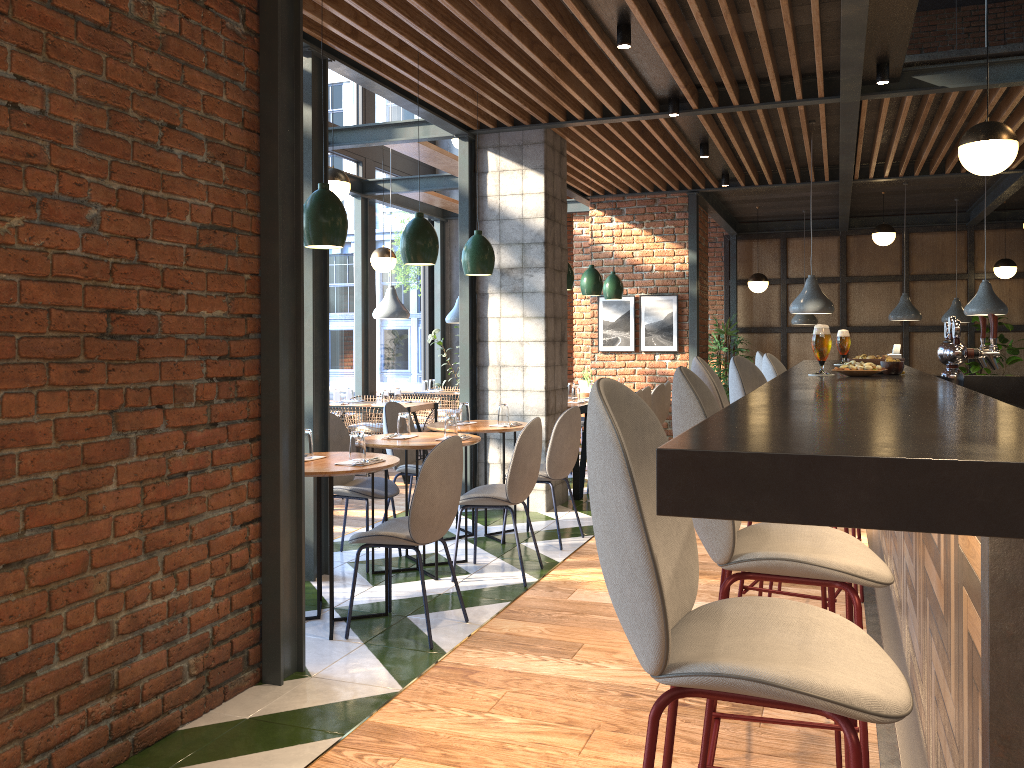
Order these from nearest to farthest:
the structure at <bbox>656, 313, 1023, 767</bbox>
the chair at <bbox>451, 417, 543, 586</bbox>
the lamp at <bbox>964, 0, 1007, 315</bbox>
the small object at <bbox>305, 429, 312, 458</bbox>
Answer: the structure at <bbox>656, 313, 1023, 767</bbox>, the small object at <bbox>305, 429, 312, 458</bbox>, the chair at <bbox>451, 417, 543, 586</bbox>, the lamp at <bbox>964, 0, 1007, 315</bbox>

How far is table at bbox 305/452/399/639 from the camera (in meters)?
3.84

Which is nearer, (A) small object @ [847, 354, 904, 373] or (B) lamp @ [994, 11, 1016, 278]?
(A) small object @ [847, 354, 904, 373]

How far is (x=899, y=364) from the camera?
3.1m

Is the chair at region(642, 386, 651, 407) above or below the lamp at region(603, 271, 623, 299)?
below

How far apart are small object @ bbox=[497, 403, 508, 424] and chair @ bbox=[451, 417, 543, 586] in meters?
0.8 m

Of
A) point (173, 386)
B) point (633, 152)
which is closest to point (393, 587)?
point (173, 386)

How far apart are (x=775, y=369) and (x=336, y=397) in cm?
522

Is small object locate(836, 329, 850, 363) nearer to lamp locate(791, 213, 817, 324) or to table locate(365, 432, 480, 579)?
table locate(365, 432, 480, 579)

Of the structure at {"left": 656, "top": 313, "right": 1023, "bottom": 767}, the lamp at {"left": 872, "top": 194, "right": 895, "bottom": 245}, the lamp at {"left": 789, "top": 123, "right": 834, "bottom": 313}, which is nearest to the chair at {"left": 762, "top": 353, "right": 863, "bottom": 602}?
the structure at {"left": 656, "top": 313, "right": 1023, "bottom": 767}
